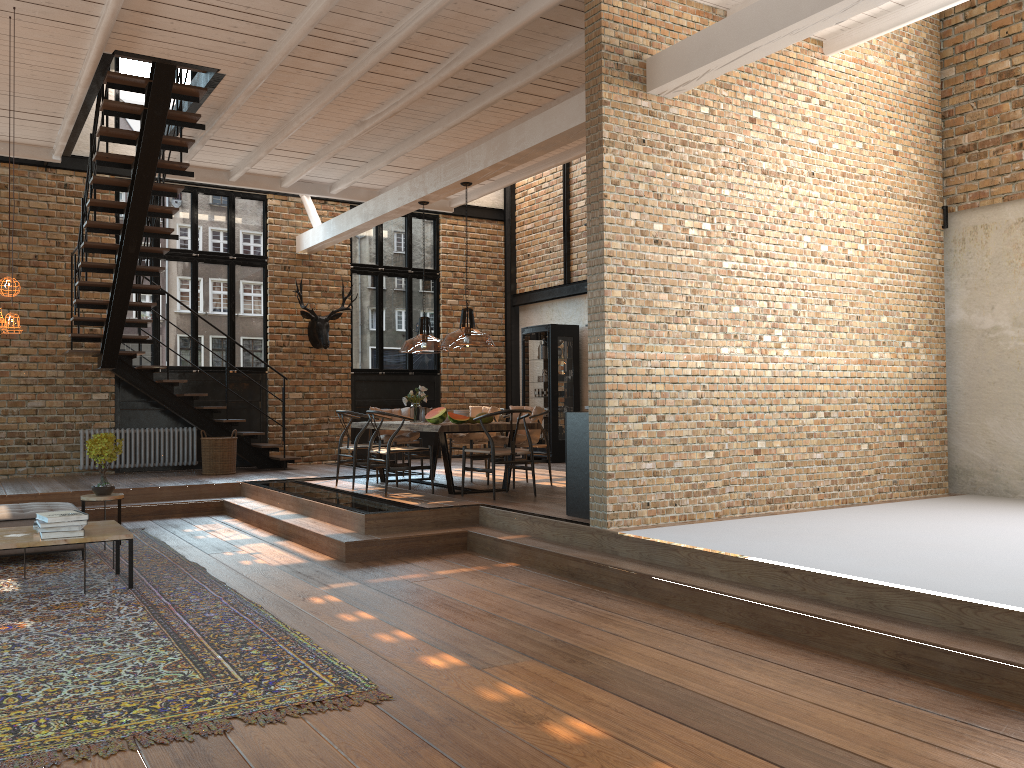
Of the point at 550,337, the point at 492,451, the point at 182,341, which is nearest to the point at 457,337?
the point at 492,451

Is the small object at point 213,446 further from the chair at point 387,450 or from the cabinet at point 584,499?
the cabinet at point 584,499

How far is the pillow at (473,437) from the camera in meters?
10.4 m

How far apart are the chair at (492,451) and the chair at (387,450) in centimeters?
88cm

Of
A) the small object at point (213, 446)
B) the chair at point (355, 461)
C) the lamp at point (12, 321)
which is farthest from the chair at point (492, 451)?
the small object at point (213, 446)

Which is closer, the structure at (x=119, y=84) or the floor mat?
the floor mat

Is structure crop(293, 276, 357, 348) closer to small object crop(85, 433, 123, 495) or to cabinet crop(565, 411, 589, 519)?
small object crop(85, 433, 123, 495)

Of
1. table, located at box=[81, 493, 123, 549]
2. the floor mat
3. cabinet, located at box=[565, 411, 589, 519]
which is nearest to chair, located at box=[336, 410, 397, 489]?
the floor mat

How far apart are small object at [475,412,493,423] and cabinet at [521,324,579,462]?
4.5m

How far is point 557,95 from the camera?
9.1m
